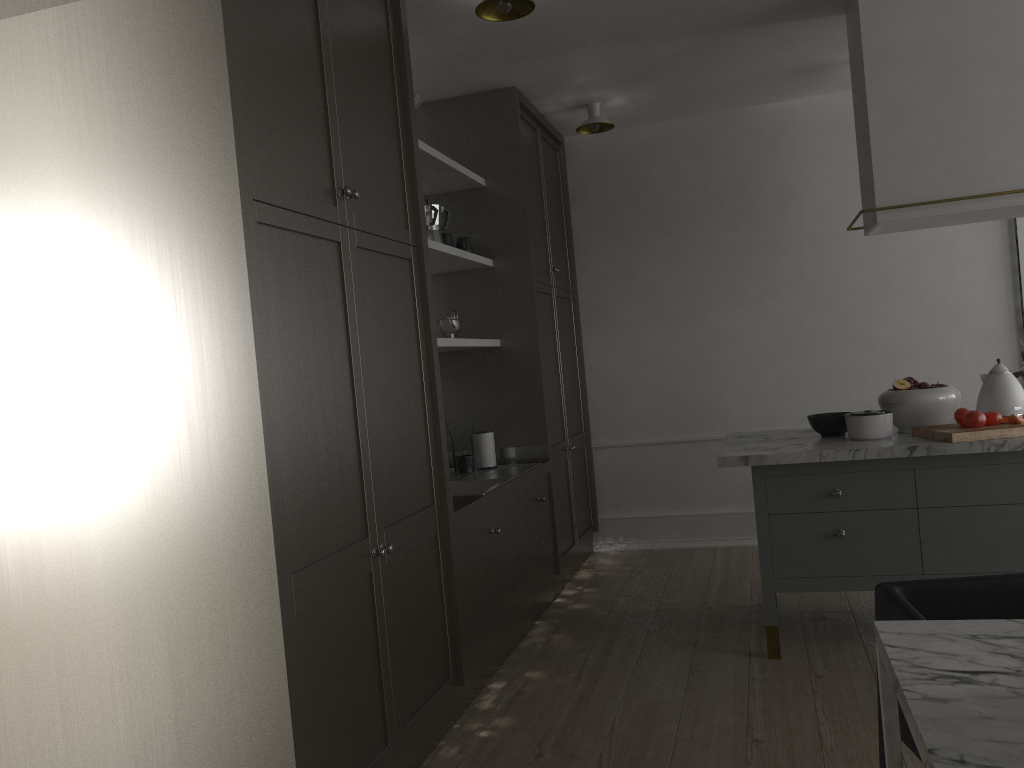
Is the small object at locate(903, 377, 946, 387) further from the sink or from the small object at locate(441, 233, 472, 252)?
the small object at locate(441, 233, 472, 252)

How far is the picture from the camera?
4.4m

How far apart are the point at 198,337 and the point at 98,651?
0.72m

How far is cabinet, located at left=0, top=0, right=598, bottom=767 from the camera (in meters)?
1.80

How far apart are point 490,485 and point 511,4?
1.79m

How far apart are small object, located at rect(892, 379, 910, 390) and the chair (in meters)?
1.54

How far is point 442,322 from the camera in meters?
3.7

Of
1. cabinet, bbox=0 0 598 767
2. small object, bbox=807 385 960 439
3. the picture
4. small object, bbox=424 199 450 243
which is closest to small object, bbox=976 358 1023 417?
small object, bbox=807 385 960 439

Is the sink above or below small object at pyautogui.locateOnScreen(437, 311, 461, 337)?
below

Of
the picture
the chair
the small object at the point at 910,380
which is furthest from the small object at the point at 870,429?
the picture
